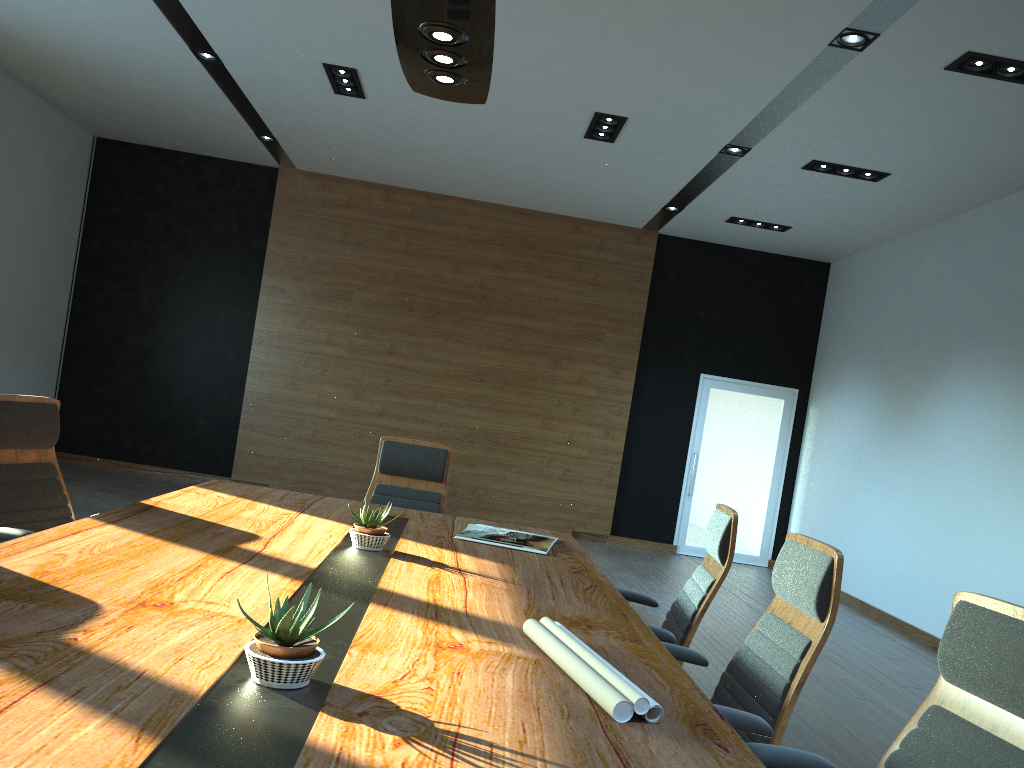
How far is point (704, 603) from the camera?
3.2m

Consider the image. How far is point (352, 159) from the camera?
9.4 meters

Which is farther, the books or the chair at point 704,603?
the books

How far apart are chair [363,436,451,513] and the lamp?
1.92m

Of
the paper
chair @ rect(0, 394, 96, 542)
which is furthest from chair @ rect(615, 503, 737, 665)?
chair @ rect(0, 394, 96, 542)

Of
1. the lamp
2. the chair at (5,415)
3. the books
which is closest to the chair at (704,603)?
the books

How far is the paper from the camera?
1.7m

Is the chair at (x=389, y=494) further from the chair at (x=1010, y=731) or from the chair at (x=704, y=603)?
the chair at (x=1010, y=731)

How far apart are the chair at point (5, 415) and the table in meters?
0.3 m

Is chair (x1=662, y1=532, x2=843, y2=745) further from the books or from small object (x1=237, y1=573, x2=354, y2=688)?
small object (x1=237, y1=573, x2=354, y2=688)
